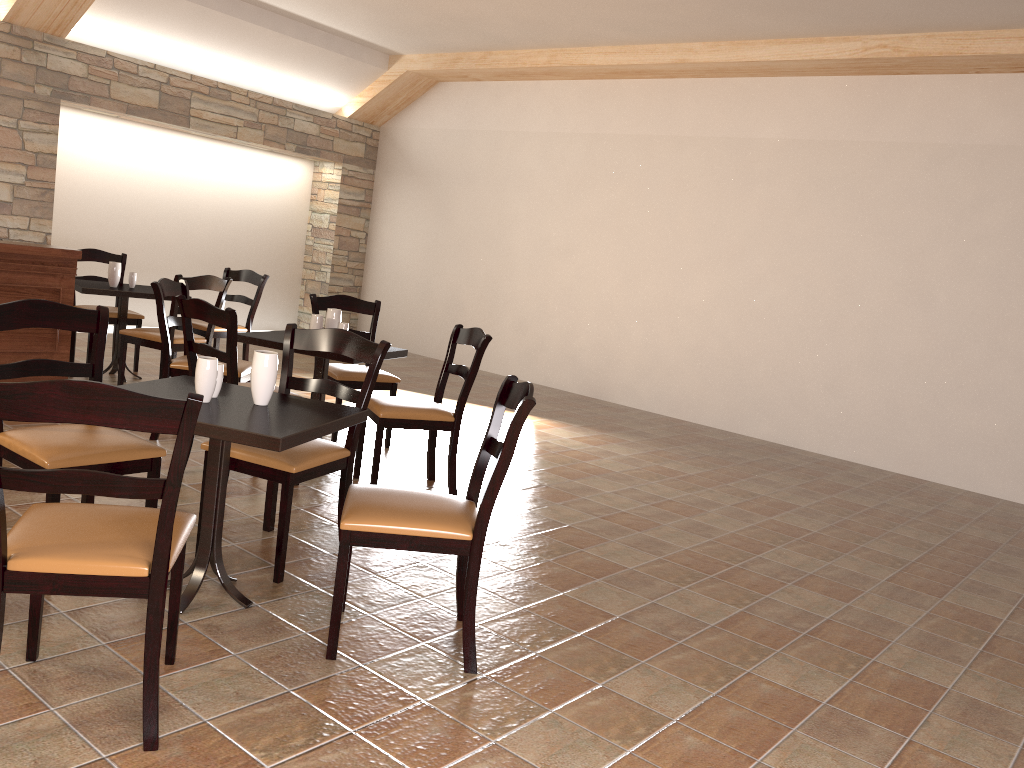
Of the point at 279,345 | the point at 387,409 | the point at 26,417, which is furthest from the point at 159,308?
the point at 26,417

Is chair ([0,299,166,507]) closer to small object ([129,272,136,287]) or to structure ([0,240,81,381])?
structure ([0,240,81,381])

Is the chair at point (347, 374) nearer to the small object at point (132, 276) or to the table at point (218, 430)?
the small object at point (132, 276)

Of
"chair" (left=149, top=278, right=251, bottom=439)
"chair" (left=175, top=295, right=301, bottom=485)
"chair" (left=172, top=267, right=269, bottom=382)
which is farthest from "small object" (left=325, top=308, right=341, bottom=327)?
"chair" (left=172, top=267, right=269, bottom=382)

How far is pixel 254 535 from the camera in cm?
351

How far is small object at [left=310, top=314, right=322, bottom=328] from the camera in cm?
465

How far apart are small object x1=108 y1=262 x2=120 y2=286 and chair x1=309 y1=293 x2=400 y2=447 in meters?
1.6 m

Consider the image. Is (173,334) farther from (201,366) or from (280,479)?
(201,366)

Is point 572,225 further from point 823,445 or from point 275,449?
point 275,449

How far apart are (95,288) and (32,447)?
3.4 meters
